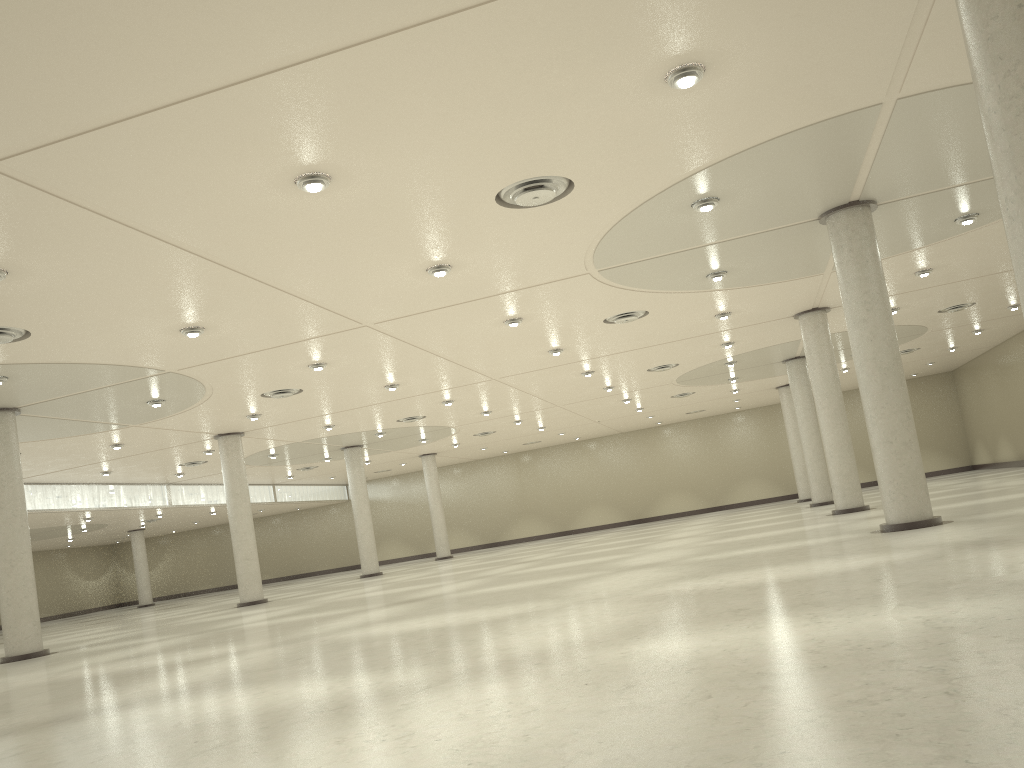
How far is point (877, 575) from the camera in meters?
20.7 m
